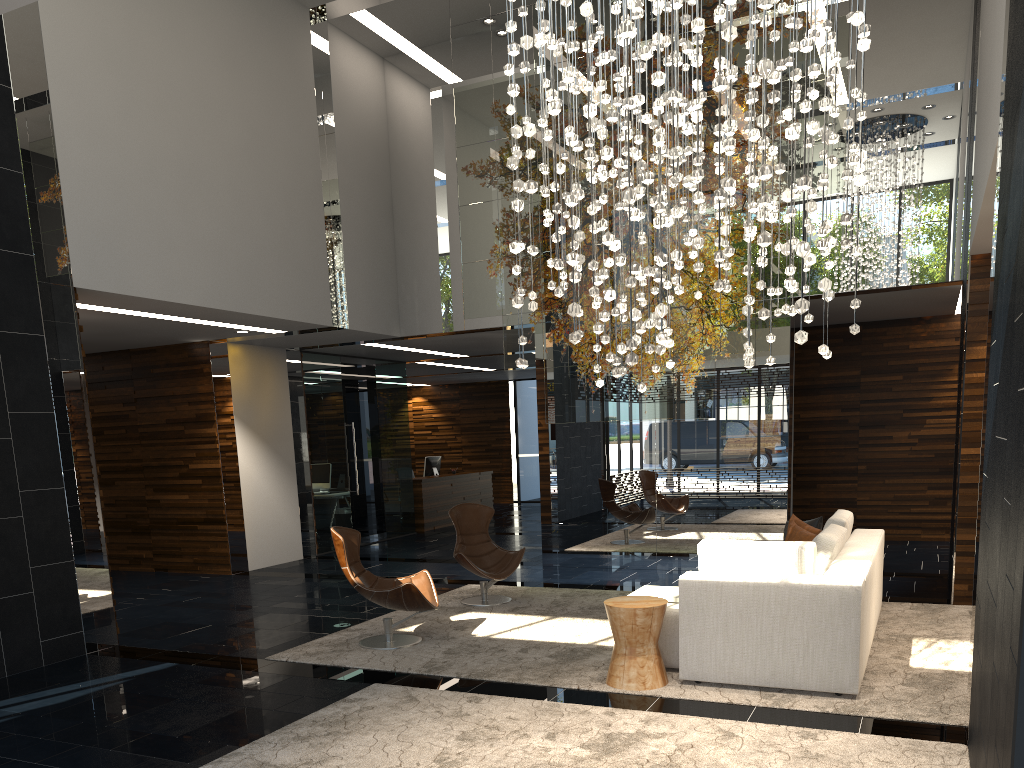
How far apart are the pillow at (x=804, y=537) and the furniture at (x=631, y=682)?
1.8 meters

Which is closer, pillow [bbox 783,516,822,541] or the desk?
pillow [bbox 783,516,822,541]

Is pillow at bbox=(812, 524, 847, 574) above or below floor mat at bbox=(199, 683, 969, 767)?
above

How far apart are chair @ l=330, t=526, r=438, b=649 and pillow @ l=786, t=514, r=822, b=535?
2.94m

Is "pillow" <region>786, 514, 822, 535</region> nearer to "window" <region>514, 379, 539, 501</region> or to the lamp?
the lamp

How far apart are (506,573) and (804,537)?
2.63m

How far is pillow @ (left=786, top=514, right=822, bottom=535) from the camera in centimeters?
665cm

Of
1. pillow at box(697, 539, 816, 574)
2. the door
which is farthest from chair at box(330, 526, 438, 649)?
the door

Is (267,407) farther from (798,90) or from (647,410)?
(798,90)

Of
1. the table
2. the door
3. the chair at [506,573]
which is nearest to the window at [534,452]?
the door
